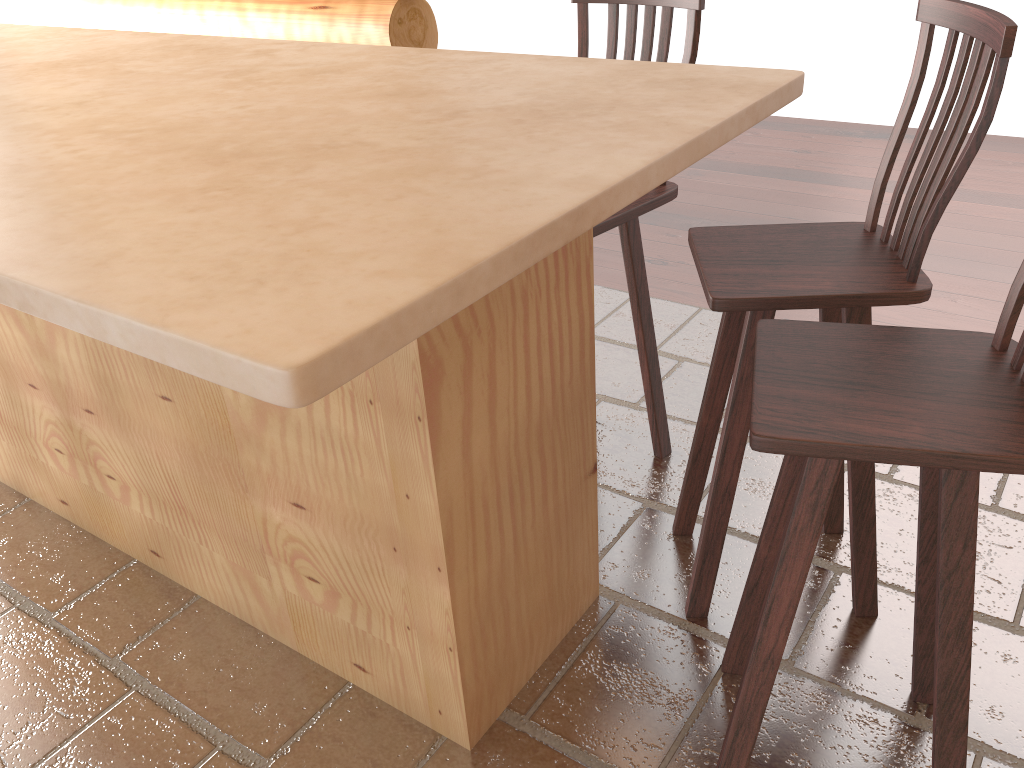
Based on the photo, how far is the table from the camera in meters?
0.9

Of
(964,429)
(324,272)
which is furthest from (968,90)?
(324,272)

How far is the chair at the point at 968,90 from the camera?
1.6m

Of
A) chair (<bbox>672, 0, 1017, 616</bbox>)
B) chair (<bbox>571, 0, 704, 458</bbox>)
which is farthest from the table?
chair (<bbox>571, 0, 704, 458</bbox>)

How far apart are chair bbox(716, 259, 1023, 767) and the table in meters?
0.4

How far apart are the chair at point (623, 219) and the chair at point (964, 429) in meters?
0.6

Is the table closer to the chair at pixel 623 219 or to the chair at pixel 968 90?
the chair at pixel 968 90

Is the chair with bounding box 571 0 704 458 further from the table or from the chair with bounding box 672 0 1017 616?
the table

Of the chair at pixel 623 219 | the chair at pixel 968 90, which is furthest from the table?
the chair at pixel 623 219

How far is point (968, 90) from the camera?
1.6m
